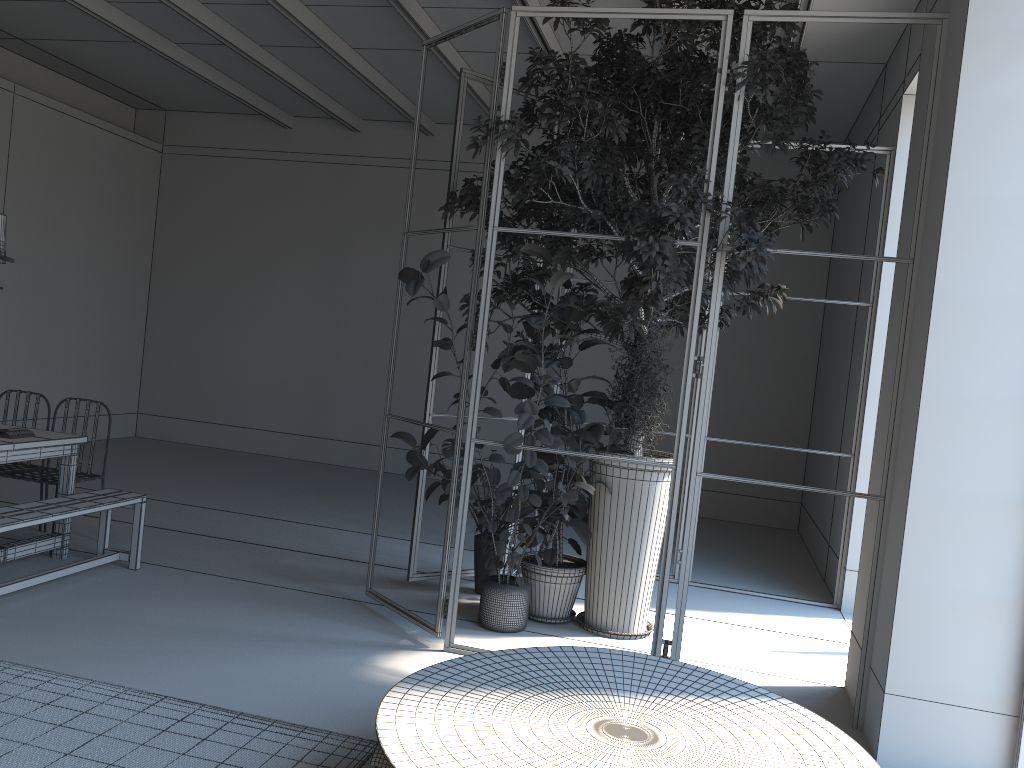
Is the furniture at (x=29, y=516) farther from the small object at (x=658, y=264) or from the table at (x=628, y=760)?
the small object at (x=658, y=264)

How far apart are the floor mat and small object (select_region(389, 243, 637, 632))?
1.6m

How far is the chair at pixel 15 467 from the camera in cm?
612

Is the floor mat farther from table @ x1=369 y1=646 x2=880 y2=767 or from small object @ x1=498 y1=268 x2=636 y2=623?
small object @ x1=498 y1=268 x2=636 y2=623

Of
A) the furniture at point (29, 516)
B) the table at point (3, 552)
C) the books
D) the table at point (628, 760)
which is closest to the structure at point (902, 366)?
the table at point (628, 760)

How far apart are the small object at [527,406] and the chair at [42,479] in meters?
2.5

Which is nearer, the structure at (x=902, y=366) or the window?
the window

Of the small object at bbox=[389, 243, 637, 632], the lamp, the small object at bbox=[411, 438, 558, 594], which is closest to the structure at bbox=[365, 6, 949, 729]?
the small object at bbox=[389, 243, 637, 632]

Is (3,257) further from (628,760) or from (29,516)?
(628,760)

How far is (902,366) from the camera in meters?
4.2
